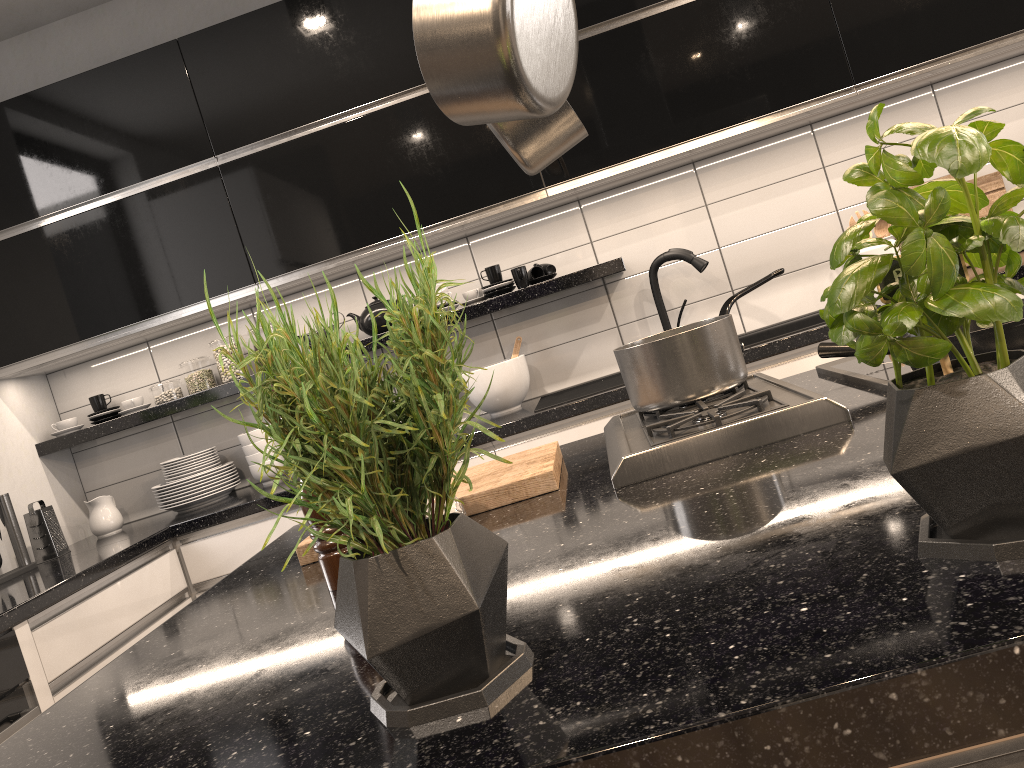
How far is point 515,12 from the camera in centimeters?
89cm

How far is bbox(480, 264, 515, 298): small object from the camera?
3.12m

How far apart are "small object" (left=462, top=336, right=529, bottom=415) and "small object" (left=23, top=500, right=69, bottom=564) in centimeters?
149cm

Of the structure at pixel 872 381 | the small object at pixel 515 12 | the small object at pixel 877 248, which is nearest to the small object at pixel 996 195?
the small object at pixel 877 248

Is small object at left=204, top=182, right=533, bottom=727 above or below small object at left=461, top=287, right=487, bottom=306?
below

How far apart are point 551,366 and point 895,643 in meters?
2.8 m

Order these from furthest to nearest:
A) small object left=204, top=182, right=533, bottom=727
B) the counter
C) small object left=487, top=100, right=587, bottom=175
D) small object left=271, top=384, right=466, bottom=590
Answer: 1. the counter
2. small object left=487, top=100, right=587, bottom=175
3. small object left=271, top=384, right=466, bottom=590
4. small object left=204, top=182, right=533, bottom=727

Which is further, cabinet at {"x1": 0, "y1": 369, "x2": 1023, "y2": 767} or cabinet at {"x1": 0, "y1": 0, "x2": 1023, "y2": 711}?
cabinet at {"x1": 0, "y1": 0, "x2": 1023, "y2": 711}

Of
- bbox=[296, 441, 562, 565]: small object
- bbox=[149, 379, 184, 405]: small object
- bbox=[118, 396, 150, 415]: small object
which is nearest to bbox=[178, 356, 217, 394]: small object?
bbox=[149, 379, 184, 405]: small object

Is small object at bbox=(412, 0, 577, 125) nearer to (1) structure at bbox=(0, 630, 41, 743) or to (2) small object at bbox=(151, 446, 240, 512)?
(1) structure at bbox=(0, 630, 41, 743)
